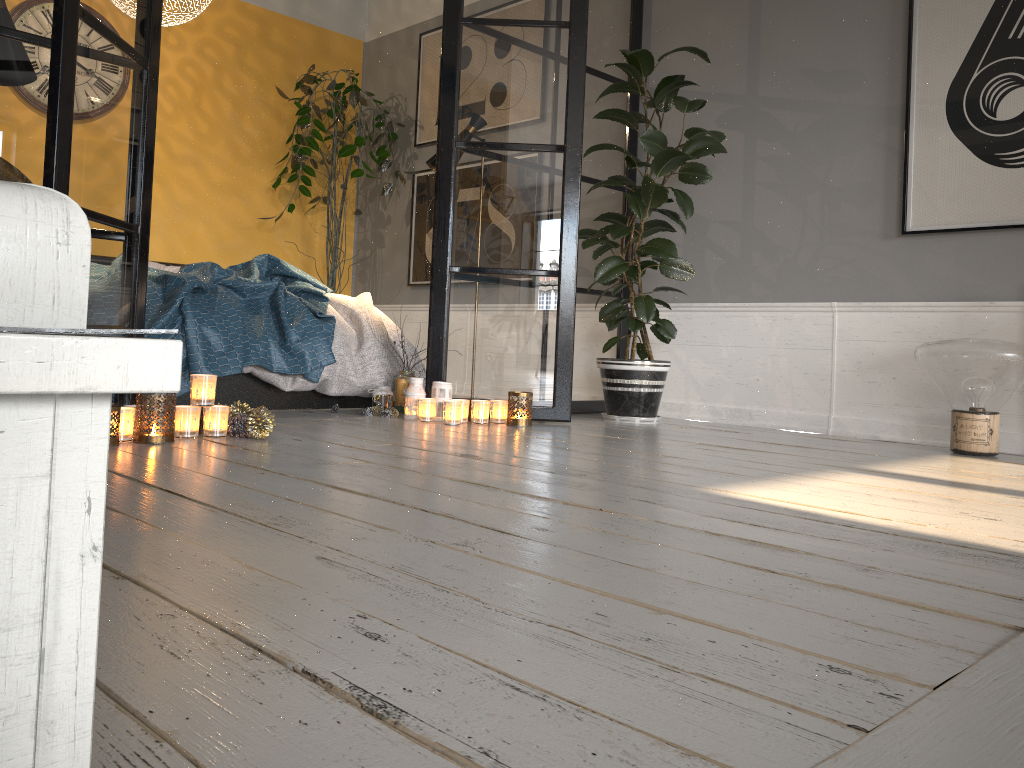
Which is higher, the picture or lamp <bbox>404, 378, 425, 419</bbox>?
the picture

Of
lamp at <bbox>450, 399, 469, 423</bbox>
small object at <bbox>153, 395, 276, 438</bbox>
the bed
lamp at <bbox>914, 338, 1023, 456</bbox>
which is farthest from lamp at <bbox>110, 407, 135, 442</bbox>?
lamp at <bbox>914, 338, 1023, 456</bbox>

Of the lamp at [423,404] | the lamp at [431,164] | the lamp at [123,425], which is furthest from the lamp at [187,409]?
the lamp at [431,164]

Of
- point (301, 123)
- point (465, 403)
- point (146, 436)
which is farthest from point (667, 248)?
point (301, 123)

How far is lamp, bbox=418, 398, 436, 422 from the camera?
3.7 meters

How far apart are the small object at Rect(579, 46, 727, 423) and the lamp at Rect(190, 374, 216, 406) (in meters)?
1.82

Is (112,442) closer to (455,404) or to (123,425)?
(123,425)

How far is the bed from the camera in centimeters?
353cm

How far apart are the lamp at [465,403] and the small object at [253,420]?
1.0 meters

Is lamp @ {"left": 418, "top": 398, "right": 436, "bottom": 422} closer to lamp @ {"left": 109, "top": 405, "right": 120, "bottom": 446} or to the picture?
lamp @ {"left": 109, "top": 405, "right": 120, "bottom": 446}
